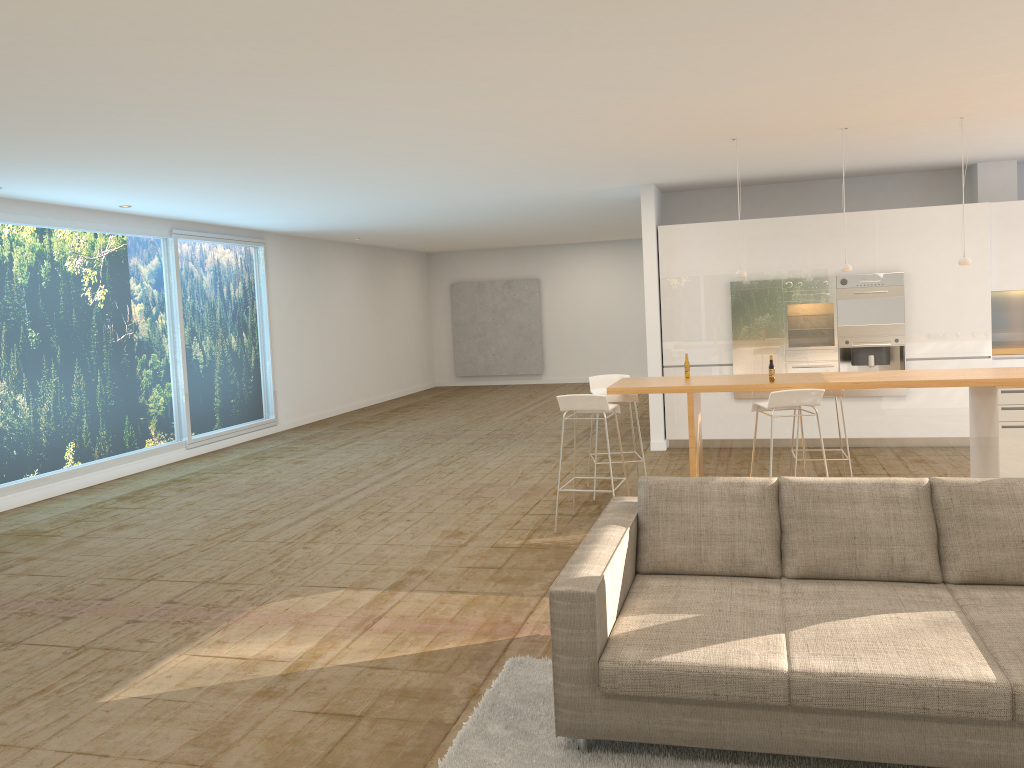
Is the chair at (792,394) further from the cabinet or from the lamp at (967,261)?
the cabinet

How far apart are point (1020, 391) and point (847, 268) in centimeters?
160cm

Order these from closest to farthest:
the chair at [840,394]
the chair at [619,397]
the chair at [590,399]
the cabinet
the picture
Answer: the chair at [590,399] < the chair at [840,394] < the chair at [619,397] < the cabinet < the picture

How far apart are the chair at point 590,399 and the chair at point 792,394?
1.0m

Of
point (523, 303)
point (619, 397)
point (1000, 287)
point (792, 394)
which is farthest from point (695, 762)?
point (523, 303)

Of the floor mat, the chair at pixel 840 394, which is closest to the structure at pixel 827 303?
the chair at pixel 840 394

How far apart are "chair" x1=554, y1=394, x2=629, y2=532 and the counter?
0.14m

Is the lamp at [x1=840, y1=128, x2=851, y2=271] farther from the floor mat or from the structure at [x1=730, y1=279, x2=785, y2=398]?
the floor mat

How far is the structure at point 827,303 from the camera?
9.5 meters

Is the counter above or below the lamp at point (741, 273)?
below
